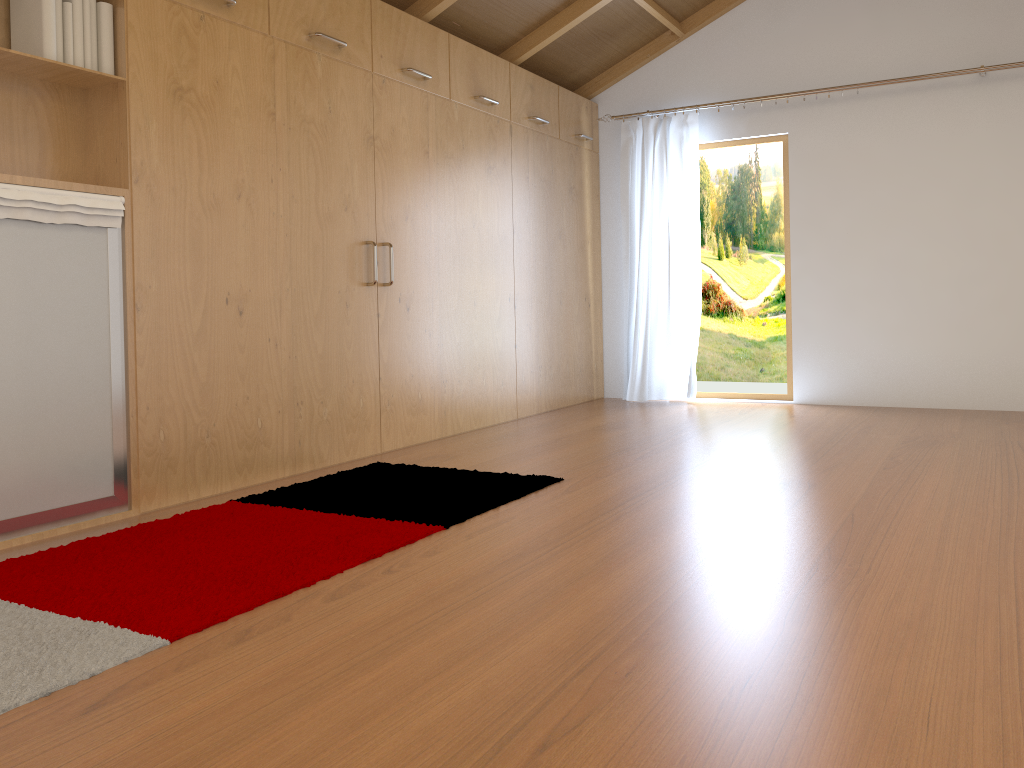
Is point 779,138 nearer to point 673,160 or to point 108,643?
point 673,160

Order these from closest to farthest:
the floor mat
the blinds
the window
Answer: the floor mat
the window
the blinds

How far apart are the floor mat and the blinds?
2.7 meters

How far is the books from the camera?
2.7m

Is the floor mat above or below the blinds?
below

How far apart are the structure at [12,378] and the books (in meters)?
0.42

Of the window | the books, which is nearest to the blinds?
the window

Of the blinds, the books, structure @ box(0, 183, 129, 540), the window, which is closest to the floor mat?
structure @ box(0, 183, 129, 540)

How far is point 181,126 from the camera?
3.1m

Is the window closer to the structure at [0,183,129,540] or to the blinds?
the blinds
